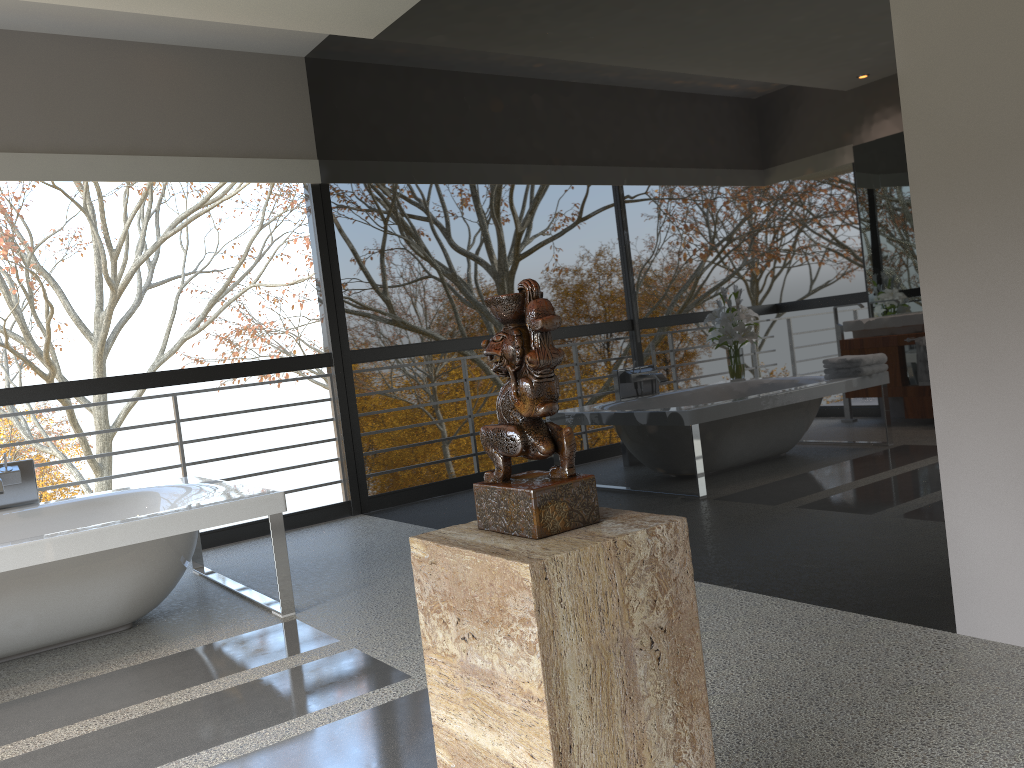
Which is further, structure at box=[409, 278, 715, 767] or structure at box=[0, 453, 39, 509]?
structure at box=[0, 453, 39, 509]

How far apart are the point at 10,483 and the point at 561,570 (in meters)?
3.90

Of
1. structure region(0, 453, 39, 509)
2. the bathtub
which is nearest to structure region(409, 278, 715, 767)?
the bathtub

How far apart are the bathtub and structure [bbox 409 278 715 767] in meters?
2.3 m

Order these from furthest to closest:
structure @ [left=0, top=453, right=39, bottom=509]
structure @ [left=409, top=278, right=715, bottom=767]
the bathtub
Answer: structure @ [left=0, top=453, right=39, bottom=509], the bathtub, structure @ [left=409, top=278, right=715, bottom=767]

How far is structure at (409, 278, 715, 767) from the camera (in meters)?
1.17

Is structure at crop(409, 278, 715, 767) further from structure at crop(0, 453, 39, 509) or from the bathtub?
structure at crop(0, 453, 39, 509)

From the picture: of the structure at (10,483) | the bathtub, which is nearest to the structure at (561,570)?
the bathtub

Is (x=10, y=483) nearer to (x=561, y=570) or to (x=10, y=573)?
(x=10, y=573)

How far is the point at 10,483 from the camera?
4.2m
